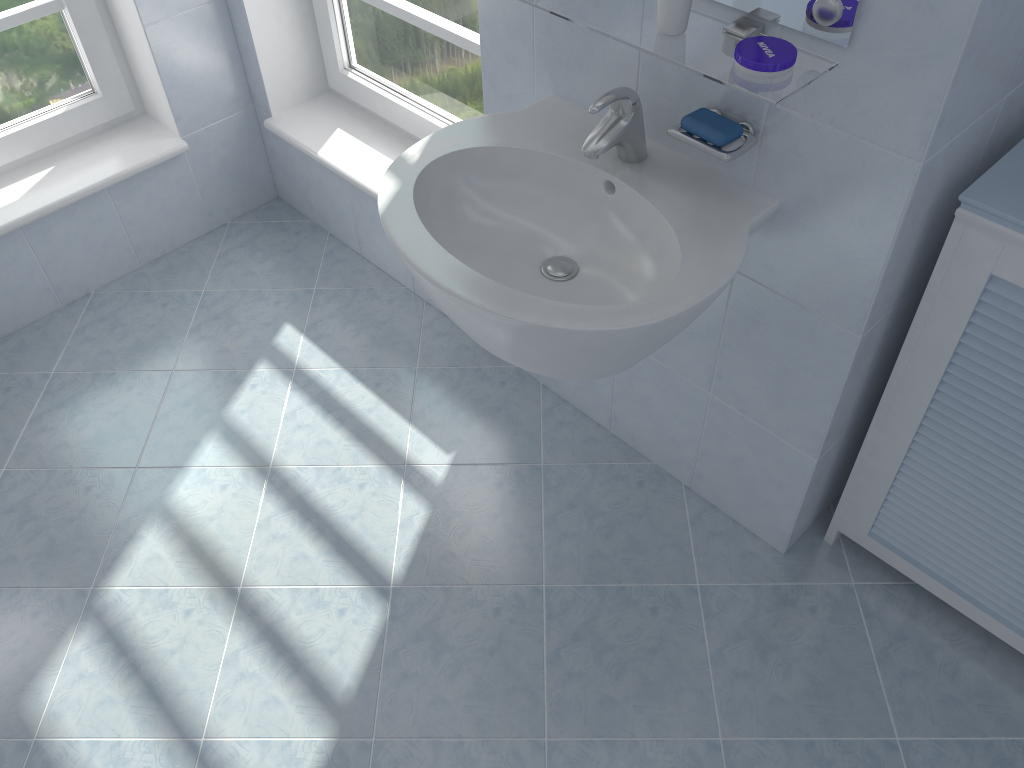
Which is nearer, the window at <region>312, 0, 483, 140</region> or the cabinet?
the cabinet

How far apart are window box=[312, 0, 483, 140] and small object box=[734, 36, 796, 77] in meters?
1.0

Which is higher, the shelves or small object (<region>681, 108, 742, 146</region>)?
the shelves

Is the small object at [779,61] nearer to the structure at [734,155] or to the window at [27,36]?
the structure at [734,155]

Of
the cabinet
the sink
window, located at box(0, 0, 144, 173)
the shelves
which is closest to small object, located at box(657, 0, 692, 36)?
the shelves

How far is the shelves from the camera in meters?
1.2 m

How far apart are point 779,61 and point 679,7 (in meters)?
0.17

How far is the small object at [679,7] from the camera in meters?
1.2

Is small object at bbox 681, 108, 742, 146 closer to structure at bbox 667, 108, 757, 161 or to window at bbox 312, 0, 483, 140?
structure at bbox 667, 108, 757, 161

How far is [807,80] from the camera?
1.2 meters
